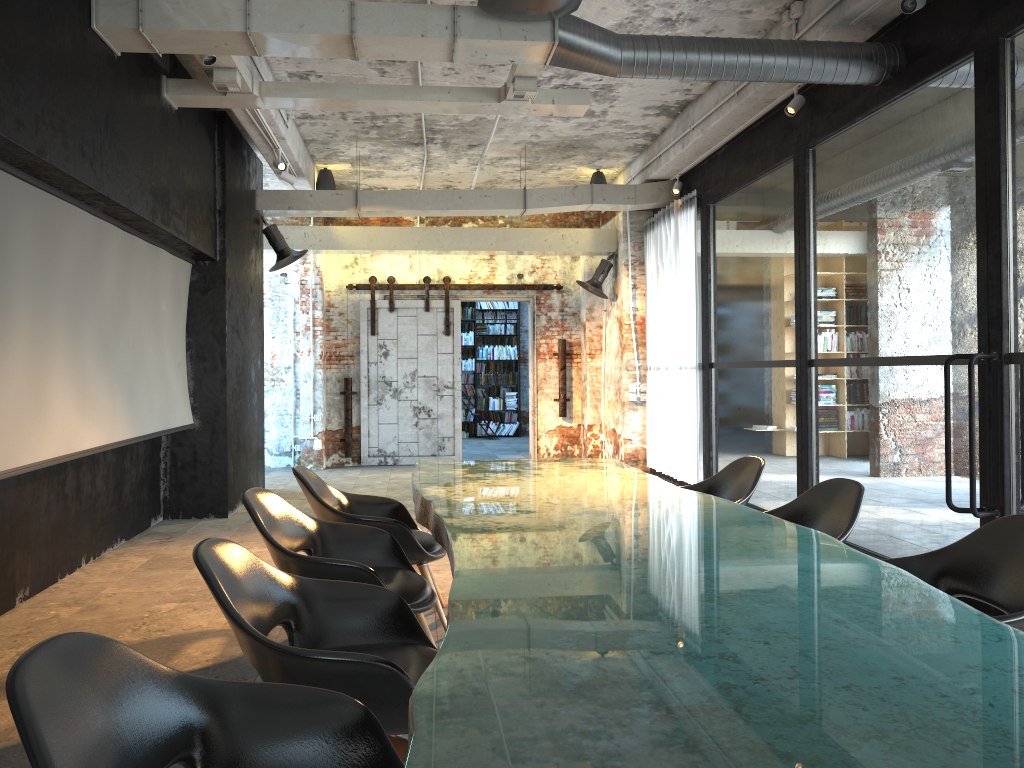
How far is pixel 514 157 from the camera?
10.6 meters

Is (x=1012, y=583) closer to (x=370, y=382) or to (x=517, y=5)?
(x=517, y=5)

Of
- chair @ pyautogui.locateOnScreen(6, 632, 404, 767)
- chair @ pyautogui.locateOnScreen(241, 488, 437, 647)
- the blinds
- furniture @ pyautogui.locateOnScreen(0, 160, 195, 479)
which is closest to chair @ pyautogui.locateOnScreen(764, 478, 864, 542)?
chair @ pyautogui.locateOnScreen(241, 488, 437, 647)

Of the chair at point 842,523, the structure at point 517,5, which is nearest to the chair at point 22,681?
the chair at point 842,523

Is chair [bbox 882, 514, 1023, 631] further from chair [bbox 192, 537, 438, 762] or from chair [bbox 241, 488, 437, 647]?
chair [bbox 241, 488, 437, 647]

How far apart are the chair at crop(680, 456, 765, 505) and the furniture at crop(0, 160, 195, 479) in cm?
361

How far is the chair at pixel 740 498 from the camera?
4.66m

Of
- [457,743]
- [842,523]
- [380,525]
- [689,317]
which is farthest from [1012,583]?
[689,317]

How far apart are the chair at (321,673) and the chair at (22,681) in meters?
0.2 m

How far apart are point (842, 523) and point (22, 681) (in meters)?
3.08
